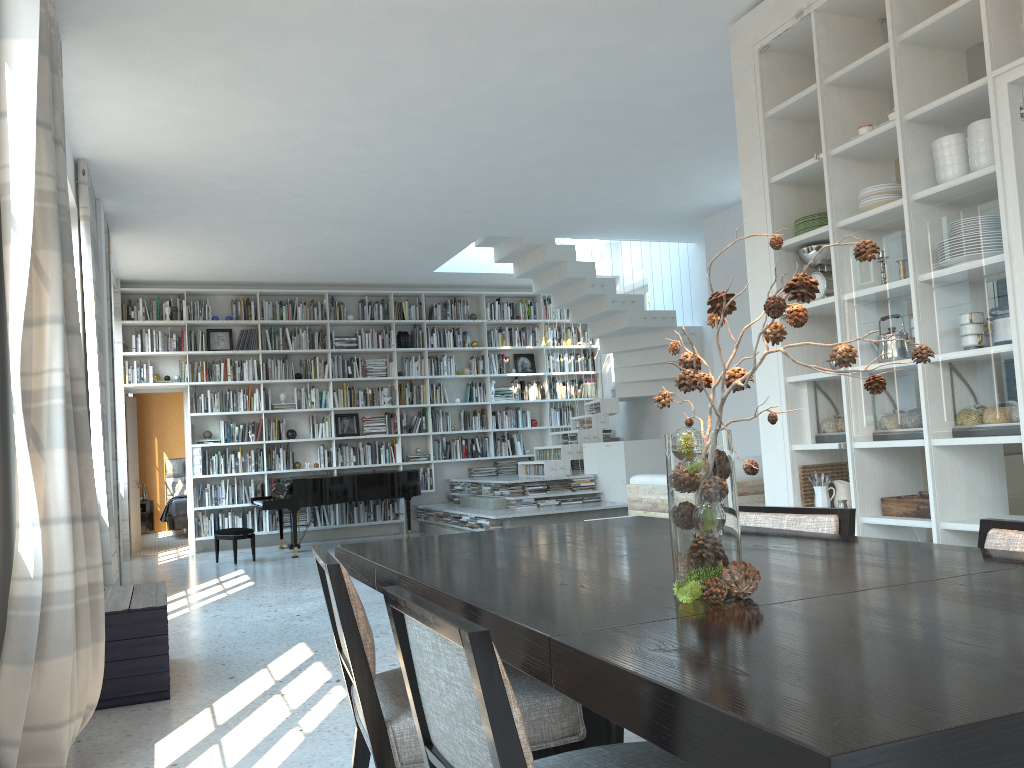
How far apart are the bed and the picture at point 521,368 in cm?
516

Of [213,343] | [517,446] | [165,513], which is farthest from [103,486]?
[165,513]

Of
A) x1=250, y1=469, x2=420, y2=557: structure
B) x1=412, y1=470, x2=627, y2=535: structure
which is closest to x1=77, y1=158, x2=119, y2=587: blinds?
x1=250, y1=469, x2=420, y2=557: structure

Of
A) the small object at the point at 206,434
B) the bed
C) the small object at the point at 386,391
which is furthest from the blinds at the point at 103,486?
the bed

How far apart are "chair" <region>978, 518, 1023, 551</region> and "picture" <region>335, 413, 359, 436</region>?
9.9m

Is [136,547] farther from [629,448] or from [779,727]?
[779,727]

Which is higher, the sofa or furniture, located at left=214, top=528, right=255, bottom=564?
the sofa

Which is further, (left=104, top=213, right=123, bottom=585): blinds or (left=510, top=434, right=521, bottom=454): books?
(left=510, top=434, right=521, bottom=454): books

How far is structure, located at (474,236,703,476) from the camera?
9.7m

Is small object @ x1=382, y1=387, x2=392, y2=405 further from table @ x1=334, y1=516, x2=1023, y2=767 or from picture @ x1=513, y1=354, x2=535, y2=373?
table @ x1=334, y1=516, x2=1023, y2=767
